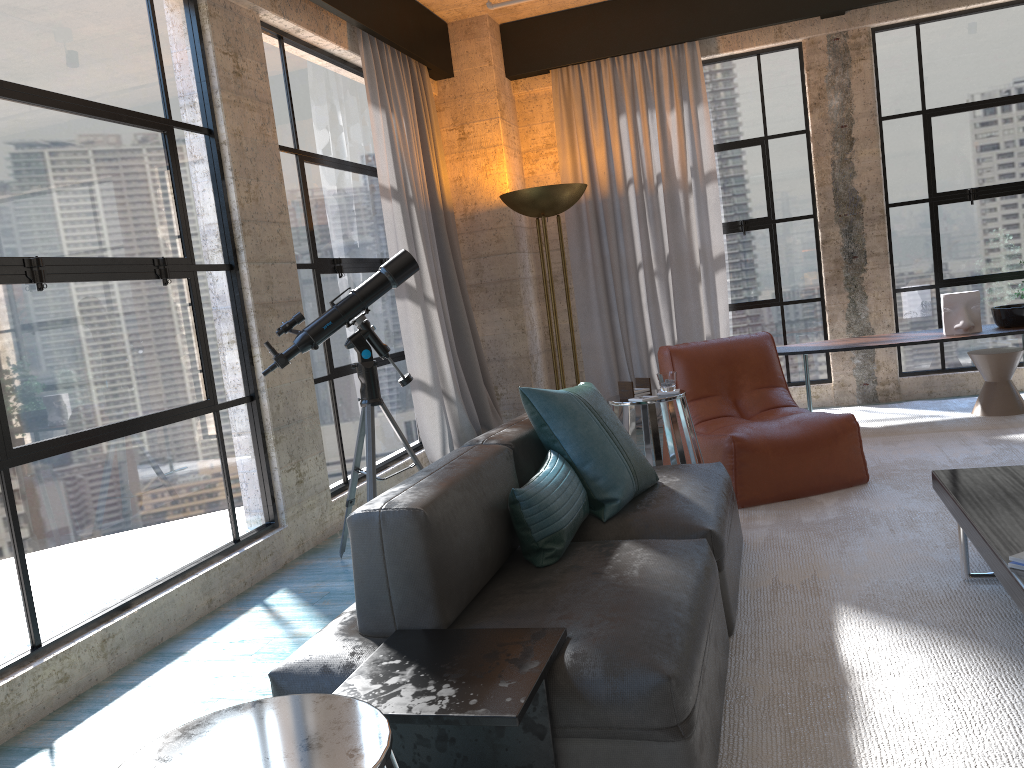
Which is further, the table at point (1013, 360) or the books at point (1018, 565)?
the table at point (1013, 360)

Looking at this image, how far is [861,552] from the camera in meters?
3.4

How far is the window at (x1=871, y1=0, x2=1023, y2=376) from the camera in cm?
620

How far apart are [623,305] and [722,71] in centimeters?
190cm

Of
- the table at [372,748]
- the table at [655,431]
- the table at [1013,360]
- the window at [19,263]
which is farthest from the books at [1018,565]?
the table at [1013,360]

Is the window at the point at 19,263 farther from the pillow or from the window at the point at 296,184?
the pillow

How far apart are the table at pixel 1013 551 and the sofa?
0.7 meters

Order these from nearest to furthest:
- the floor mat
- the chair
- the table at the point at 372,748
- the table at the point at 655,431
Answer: the table at the point at 372,748 → the floor mat → the table at the point at 655,431 → the chair

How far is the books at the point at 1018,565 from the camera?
2.2 meters

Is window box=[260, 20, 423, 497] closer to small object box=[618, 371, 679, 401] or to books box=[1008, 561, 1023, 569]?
small object box=[618, 371, 679, 401]
